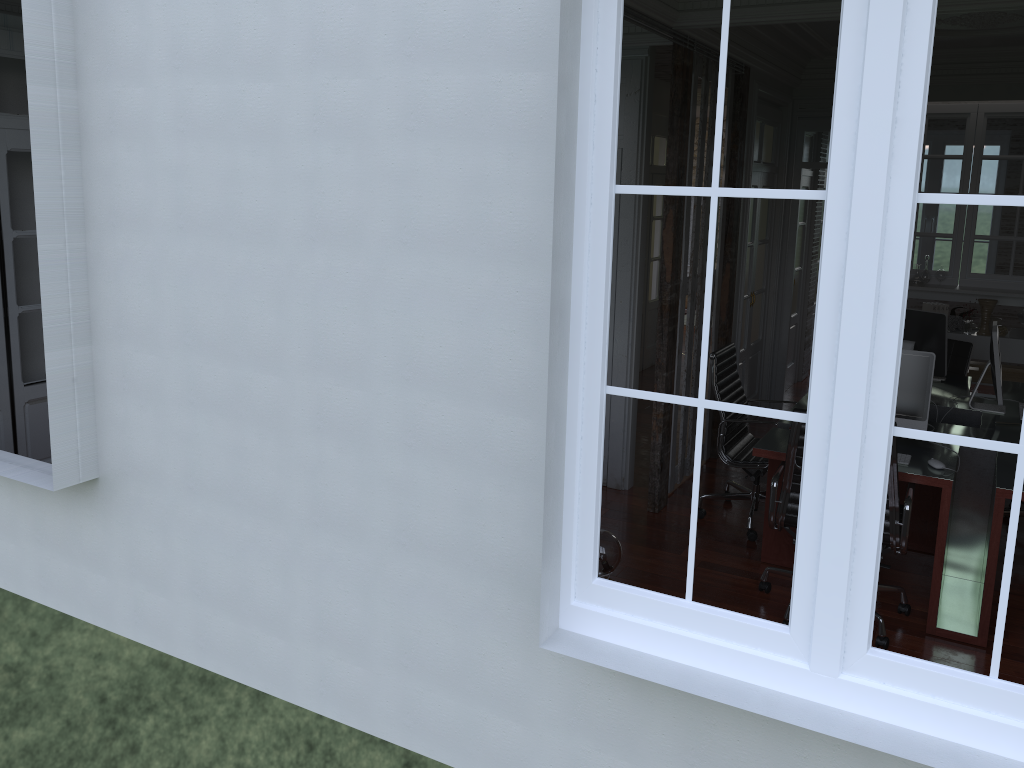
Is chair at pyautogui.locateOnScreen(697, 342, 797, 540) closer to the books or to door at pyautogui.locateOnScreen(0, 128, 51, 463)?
the books

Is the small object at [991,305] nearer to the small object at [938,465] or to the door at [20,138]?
the small object at [938,465]

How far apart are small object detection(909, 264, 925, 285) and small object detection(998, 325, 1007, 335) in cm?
68

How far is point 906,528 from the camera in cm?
382

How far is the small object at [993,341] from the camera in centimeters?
487cm

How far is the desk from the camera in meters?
3.9

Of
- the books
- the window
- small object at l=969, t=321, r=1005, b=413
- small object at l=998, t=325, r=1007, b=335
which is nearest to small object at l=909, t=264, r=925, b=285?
the books

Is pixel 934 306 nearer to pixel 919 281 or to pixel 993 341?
pixel 919 281

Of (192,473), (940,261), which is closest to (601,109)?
(192,473)

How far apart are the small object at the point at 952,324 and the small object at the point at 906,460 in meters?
3.5 m
